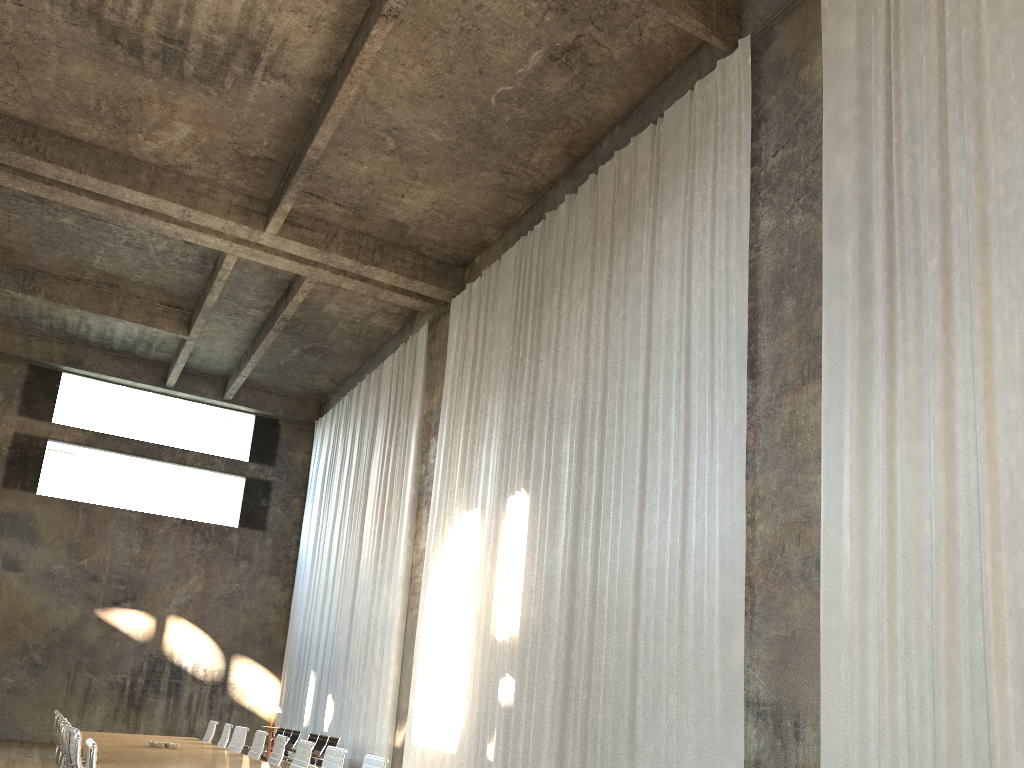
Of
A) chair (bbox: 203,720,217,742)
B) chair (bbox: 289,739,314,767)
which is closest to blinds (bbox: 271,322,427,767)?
chair (bbox: 203,720,217,742)

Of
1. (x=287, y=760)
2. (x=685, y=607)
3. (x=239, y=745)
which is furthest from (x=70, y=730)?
(x=287, y=760)

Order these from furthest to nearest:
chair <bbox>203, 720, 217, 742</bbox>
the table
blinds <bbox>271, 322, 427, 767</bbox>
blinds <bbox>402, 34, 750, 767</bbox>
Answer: blinds <bbox>271, 322, 427, 767</bbox> < chair <bbox>203, 720, 217, 742</bbox> < blinds <bbox>402, 34, 750, 767</bbox> < the table

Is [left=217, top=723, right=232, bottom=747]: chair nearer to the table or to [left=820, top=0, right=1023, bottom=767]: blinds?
the table

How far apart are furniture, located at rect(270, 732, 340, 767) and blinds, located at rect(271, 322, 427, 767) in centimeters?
71cm

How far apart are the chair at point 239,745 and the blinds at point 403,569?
4.9m

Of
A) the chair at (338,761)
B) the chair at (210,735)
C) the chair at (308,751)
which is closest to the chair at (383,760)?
the chair at (338,761)

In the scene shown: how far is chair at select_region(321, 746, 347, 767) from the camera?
6.8 meters

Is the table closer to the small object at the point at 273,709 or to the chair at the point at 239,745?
the chair at the point at 239,745

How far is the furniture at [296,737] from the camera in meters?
16.2 m
